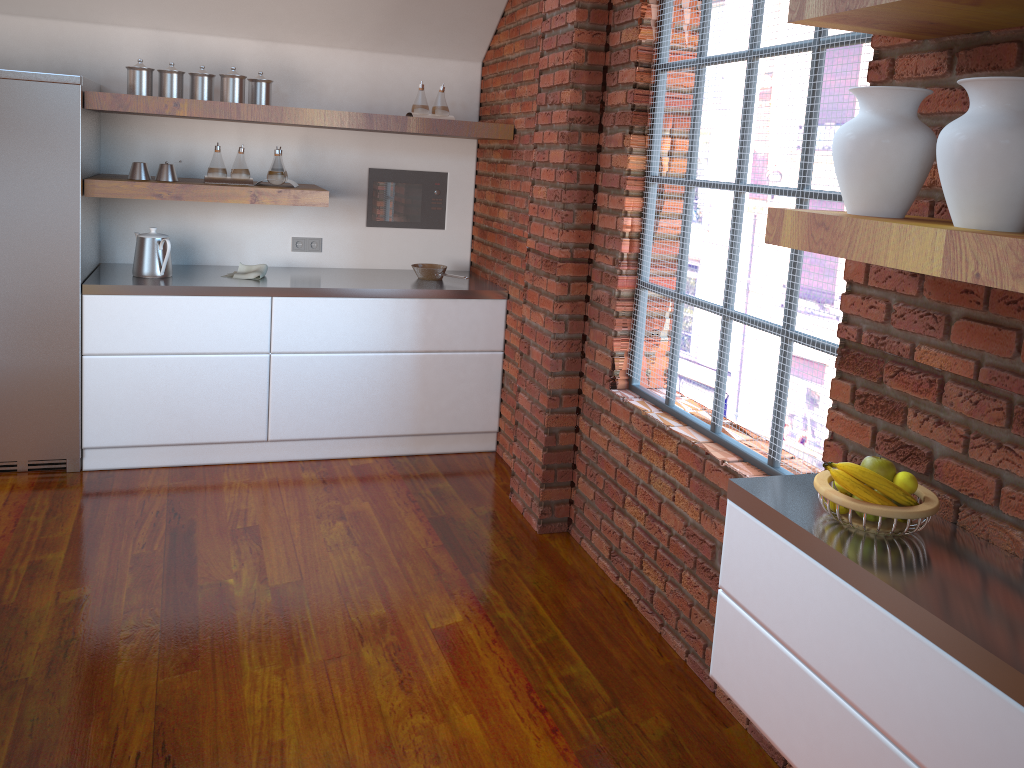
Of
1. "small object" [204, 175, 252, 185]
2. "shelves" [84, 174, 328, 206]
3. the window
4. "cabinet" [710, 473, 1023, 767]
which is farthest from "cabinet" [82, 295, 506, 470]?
"cabinet" [710, 473, 1023, 767]

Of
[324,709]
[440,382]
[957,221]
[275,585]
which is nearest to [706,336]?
[440,382]

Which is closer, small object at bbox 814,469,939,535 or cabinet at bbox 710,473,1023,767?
cabinet at bbox 710,473,1023,767

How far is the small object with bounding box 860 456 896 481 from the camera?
1.8m

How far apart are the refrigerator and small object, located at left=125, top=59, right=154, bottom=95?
0.2 meters

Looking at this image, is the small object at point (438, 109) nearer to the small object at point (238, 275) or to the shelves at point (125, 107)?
the shelves at point (125, 107)

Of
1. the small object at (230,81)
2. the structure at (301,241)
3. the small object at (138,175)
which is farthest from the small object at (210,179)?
the structure at (301,241)

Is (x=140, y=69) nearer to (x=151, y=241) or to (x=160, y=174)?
(x=160, y=174)

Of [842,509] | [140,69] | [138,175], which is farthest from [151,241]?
[842,509]

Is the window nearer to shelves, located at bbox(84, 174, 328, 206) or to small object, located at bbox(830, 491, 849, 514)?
small object, located at bbox(830, 491, 849, 514)
